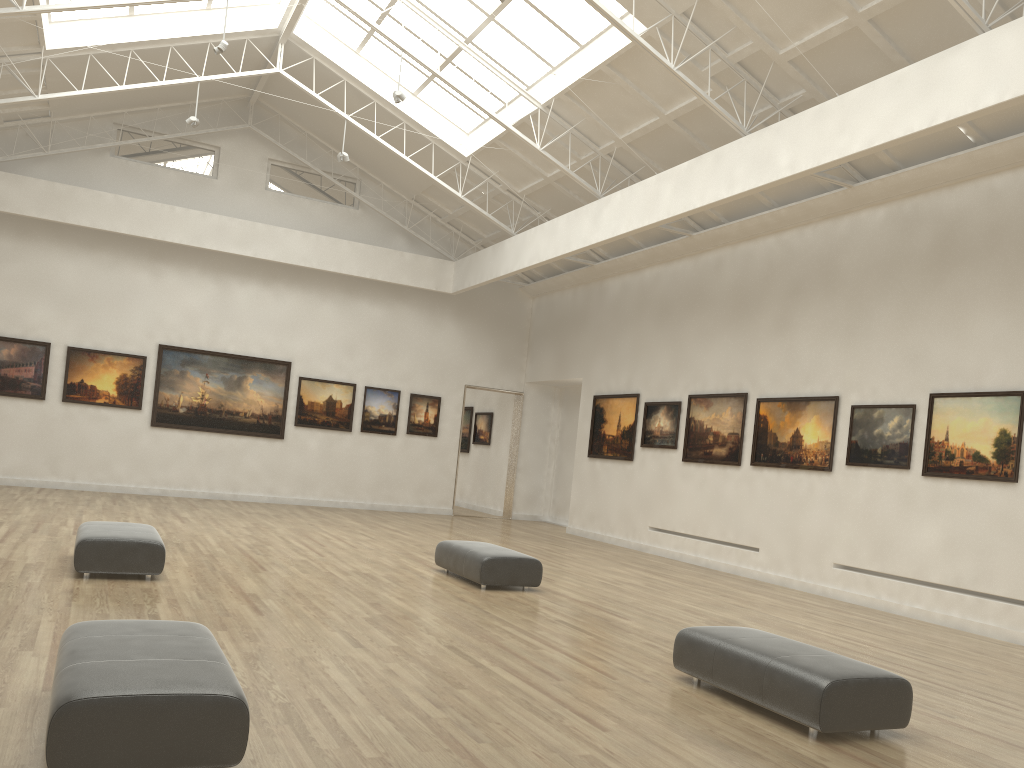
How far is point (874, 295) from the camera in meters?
21.8

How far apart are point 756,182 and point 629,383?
12.5 meters
